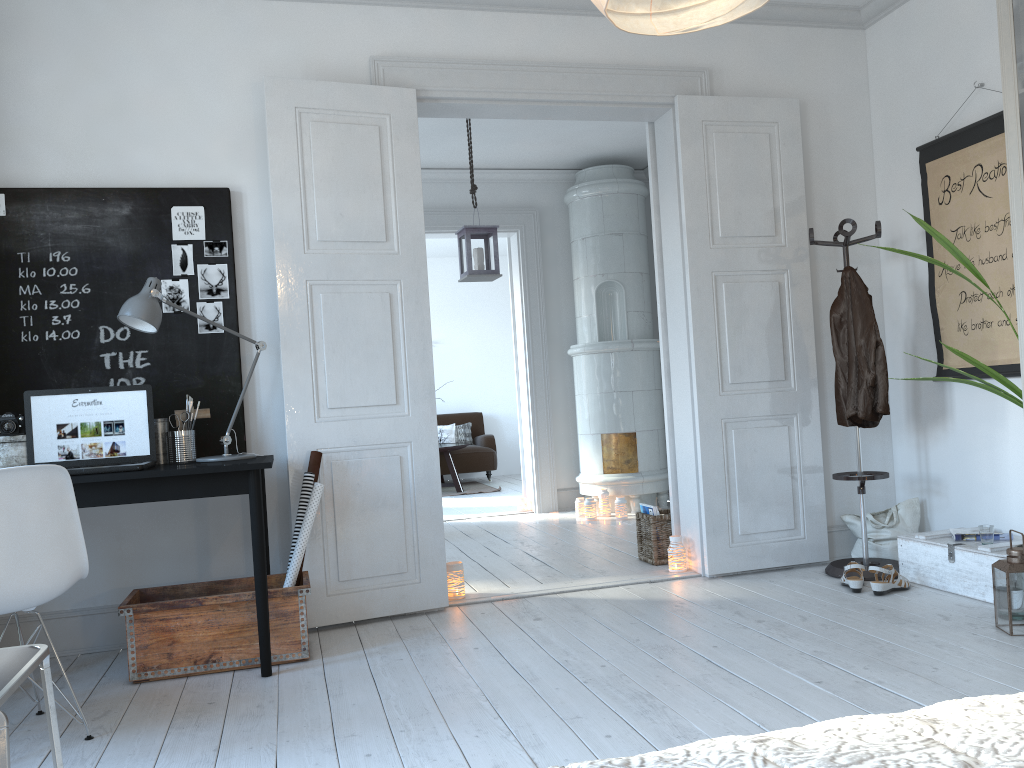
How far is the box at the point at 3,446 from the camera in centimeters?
327cm

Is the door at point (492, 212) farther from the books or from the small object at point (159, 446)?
the small object at point (159, 446)

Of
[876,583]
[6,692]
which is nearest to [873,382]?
[876,583]

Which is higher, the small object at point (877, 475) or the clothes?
the clothes

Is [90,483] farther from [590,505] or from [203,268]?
[590,505]

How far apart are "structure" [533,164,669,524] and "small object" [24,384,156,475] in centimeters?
381cm

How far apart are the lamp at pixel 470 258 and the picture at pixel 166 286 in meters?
2.1

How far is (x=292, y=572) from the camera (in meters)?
3.43

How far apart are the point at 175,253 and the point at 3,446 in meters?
1.0 m

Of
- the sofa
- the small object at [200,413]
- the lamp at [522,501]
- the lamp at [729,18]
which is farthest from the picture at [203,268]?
the sofa
